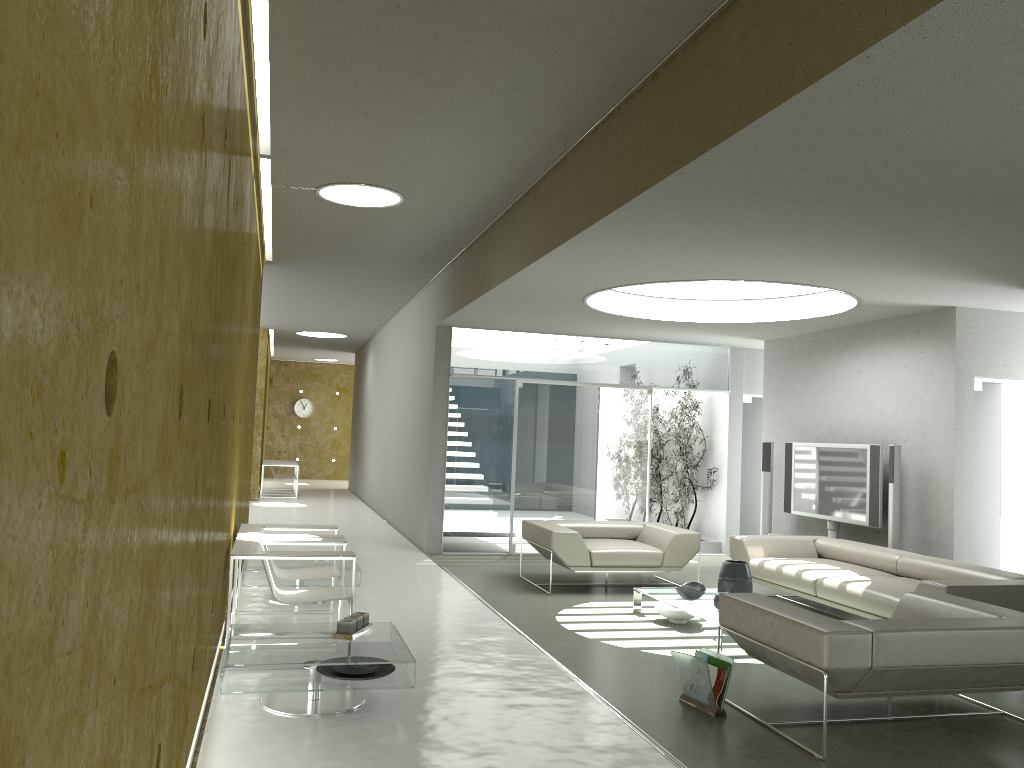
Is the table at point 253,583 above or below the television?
below

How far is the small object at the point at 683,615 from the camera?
6.81m

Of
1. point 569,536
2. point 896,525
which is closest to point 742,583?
point 569,536

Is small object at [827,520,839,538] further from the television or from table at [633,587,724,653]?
table at [633,587,724,653]

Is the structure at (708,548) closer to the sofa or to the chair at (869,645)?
the sofa

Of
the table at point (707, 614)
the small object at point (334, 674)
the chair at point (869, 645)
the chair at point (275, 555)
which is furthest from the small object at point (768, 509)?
the small object at point (334, 674)

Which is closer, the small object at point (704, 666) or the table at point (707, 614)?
the small object at point (704, 666)

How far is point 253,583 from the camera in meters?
6.9

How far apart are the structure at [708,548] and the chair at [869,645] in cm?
627

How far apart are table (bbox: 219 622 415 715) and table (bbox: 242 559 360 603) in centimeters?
203cm
